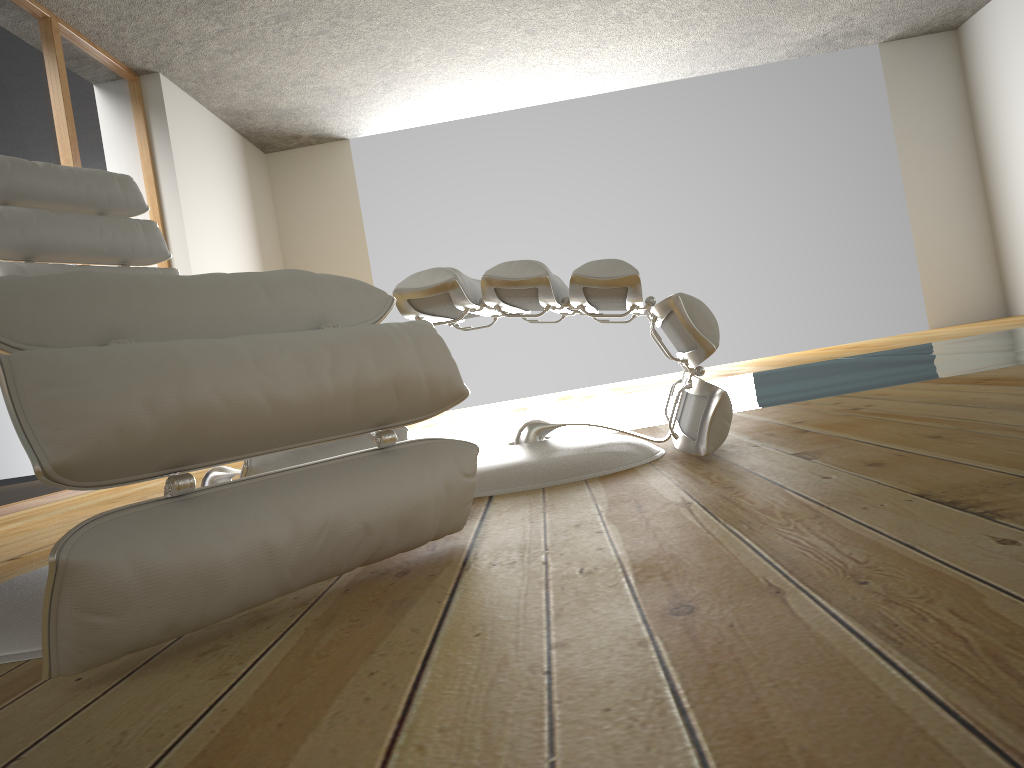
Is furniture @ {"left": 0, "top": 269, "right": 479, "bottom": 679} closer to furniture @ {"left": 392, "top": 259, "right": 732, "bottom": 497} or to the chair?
furniture @ {"left": 392, "top": 259, "right": 732, "bottom": 497}

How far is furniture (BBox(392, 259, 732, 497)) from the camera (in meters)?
1.54

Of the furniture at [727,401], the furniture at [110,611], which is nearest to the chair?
the furniture at [727,401]

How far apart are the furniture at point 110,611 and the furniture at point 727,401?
0.4m

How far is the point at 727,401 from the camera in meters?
1.5 m

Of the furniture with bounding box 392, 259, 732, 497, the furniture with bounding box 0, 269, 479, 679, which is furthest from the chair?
the furniture with bounding box 0, 269, 479, 679

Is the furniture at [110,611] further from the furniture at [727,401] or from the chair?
the chair

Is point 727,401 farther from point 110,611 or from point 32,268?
point 32,268

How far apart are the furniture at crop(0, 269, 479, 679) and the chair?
0.6 meters

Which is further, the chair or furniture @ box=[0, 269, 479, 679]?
the chair
